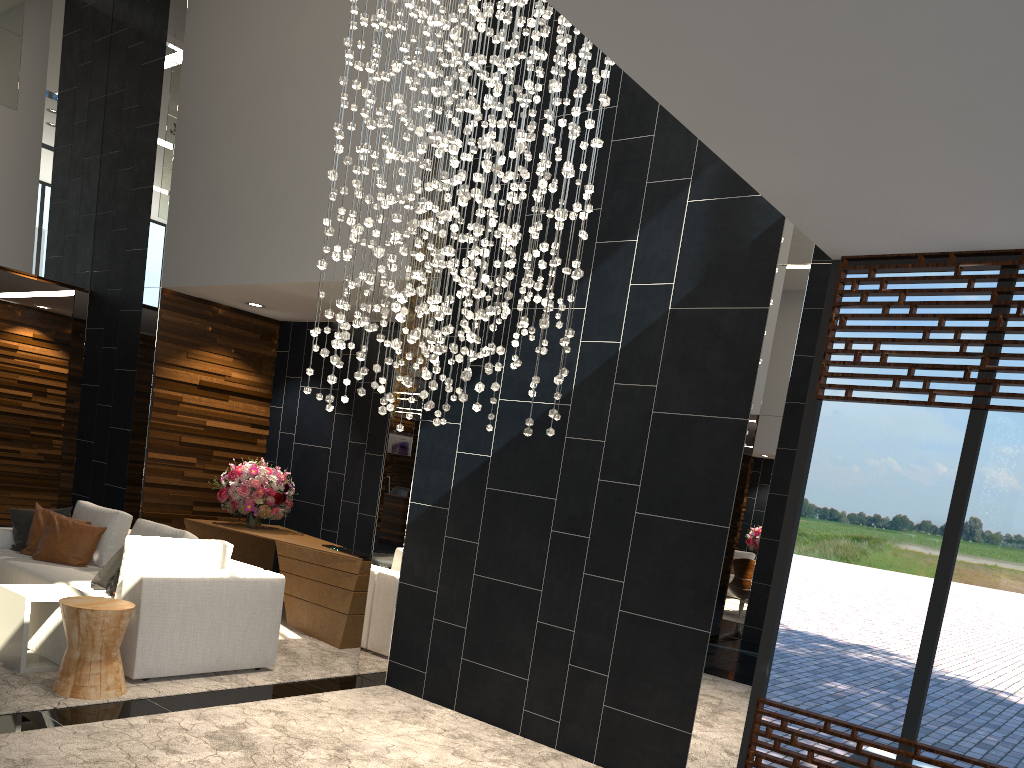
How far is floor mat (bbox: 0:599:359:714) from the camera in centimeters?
450cm

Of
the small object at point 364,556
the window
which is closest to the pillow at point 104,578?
the small object at point 364,556

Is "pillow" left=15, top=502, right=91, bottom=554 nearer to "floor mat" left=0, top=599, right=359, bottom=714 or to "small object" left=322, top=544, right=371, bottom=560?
"floor mat" left=0, top=599, right=359, bottom=714

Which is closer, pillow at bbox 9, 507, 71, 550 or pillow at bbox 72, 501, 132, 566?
pillow at bbox 72, 501, 132, 566

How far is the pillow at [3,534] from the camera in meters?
6.7 m

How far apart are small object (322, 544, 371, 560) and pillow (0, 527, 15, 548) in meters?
2.6 m

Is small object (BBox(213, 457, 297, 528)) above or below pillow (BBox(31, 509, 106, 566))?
above

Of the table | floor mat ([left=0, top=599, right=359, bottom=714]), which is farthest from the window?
the table

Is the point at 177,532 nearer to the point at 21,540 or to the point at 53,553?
the point at 53,553

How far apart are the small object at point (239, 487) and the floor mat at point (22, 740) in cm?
269
